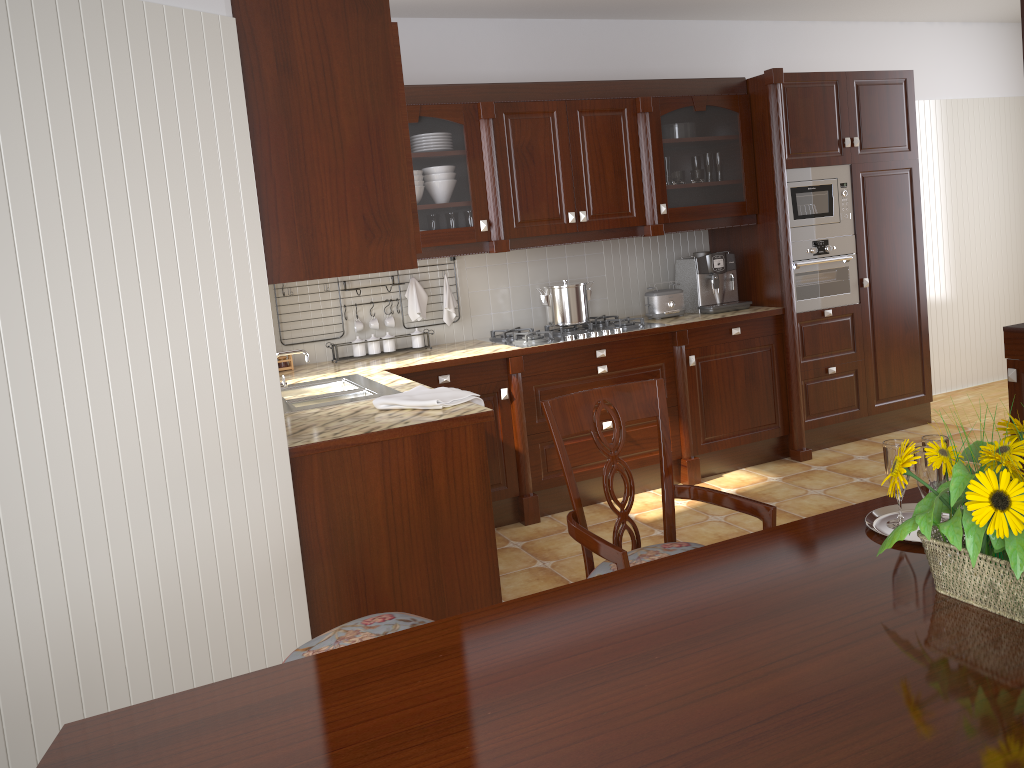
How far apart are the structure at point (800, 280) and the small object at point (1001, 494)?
3.4 meters

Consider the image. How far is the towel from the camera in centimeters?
273cm

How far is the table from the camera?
1.0 meters

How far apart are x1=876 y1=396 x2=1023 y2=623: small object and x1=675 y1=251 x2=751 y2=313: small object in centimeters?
331cm

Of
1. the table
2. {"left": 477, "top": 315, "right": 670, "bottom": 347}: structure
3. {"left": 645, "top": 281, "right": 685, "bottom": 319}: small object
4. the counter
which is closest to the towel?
the counter

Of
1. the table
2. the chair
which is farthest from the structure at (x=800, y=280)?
the table

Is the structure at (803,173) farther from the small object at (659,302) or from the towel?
the towel

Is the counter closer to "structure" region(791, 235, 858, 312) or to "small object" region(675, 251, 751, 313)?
"small object" region(675, 251, 751, 313)

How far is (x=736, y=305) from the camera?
4.7m

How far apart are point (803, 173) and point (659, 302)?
1.01m
